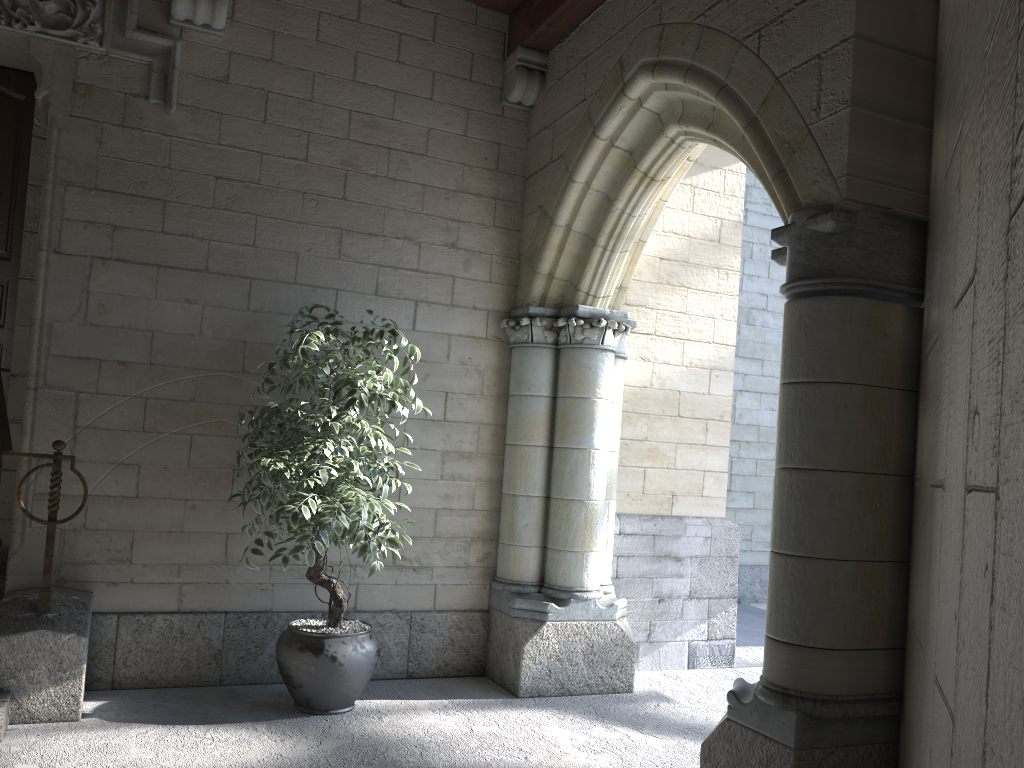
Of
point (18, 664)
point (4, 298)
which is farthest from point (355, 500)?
point (4, 298)

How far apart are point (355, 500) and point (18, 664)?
1.2 meters

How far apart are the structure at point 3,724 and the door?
1.1 meters

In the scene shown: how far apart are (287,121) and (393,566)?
2.02m

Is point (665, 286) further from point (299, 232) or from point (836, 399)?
point (836, 399)

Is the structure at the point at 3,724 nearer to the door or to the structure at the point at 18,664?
the structure at the point at 18,664

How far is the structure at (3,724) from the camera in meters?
2.8 m

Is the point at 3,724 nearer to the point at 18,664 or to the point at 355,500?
the point at 18,664

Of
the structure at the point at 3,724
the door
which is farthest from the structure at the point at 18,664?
the door

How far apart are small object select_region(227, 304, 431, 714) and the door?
1.7 meters
